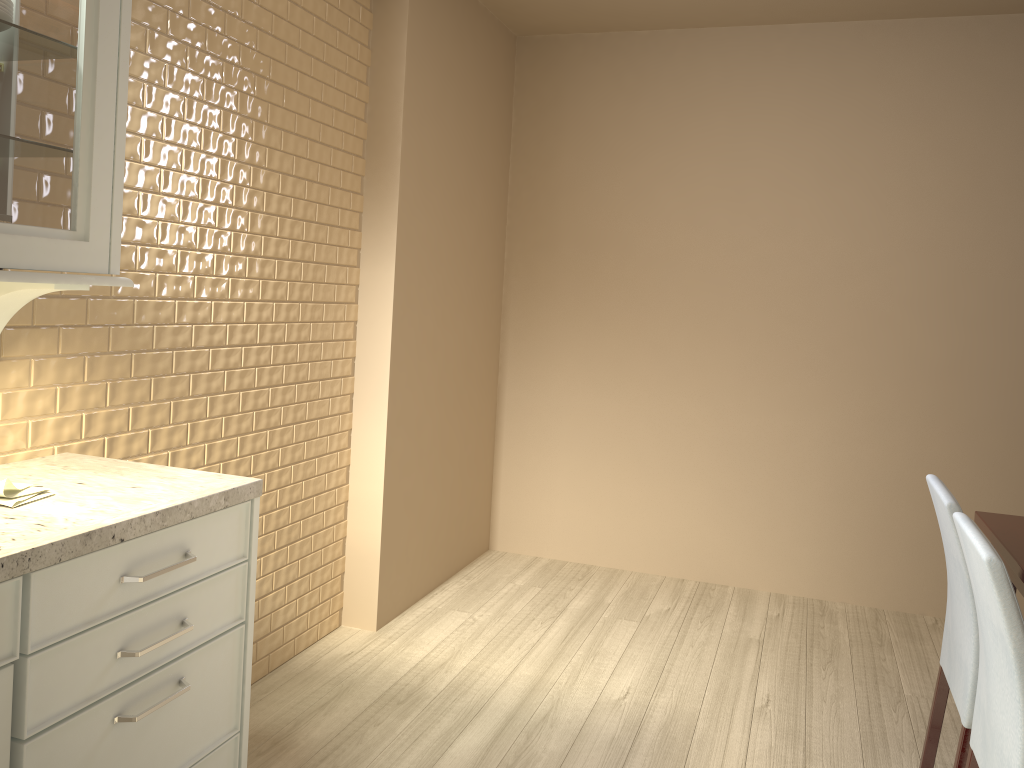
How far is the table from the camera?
2.1m

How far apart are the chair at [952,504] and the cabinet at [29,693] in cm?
150

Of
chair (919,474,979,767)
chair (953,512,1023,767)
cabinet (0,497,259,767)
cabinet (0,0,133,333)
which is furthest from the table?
cabinet (0,0,133,333)

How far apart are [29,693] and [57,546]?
0.22m

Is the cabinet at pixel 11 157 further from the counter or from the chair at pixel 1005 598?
the chair at pixel 1005 598

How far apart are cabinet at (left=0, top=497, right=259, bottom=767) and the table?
1.7m

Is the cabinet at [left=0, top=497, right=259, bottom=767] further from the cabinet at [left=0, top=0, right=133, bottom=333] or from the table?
the table

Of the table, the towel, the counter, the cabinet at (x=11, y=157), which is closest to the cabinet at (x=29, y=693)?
the counter

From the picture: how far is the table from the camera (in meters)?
2.06

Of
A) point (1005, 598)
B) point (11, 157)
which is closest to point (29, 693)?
point (11, 157)
